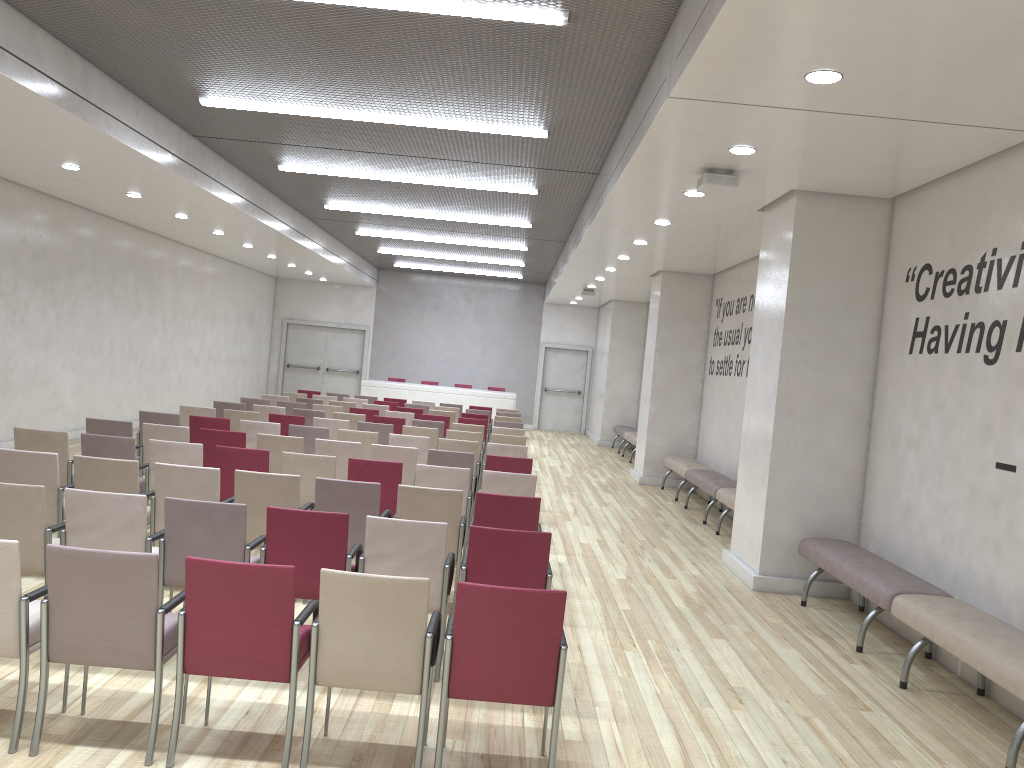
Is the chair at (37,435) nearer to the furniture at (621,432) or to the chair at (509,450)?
the chair at (509,450)

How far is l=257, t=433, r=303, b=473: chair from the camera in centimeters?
847cm

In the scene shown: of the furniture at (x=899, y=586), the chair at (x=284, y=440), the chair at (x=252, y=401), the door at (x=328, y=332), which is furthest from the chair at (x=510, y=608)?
the door at (x=328, y=332)

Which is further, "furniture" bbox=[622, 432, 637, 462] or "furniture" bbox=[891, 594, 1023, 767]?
"furniture" bbox=[622, 432, 637, 462]

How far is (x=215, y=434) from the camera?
8.46m

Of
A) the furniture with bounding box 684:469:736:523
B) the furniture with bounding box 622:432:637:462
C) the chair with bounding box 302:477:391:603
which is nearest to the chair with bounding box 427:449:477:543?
the chair with bounding box 302:477:391:603

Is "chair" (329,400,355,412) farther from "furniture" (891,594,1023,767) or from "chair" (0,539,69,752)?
"chair" (0,539,69,752)

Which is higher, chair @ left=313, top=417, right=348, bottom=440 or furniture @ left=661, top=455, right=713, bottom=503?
chair @ left=313, top=417, right=348, bottom=440

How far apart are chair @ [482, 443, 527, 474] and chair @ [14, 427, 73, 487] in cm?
418

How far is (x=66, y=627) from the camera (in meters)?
3.63
